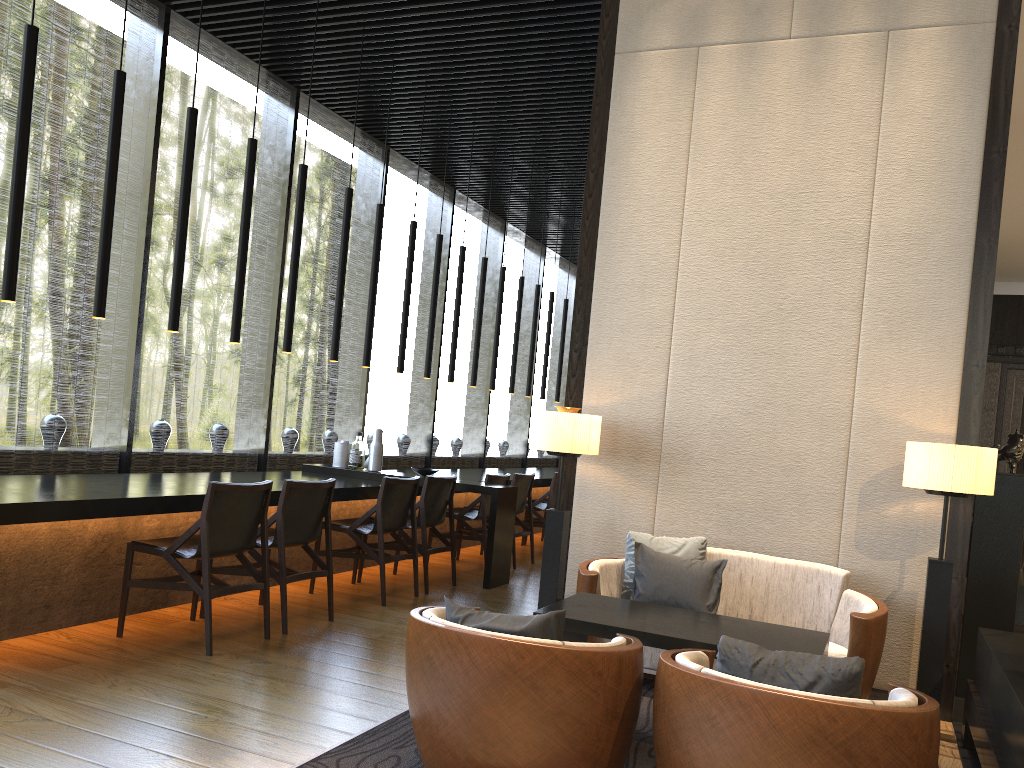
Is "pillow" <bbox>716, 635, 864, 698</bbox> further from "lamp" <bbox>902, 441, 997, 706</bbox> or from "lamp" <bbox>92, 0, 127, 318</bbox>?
"lamp" <bbox>92, 0, 127, 318</bbox>

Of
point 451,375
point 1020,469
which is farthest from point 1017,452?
point 1020,469

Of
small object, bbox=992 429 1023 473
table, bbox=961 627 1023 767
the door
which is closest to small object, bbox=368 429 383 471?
small object, bbox=992 429 1023 473

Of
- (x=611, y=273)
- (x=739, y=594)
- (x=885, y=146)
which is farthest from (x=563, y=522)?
(x=885, y=146)

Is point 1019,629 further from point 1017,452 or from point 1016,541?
point 1017,452

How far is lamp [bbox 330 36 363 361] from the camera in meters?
6.5

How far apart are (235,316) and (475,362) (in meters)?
3.43

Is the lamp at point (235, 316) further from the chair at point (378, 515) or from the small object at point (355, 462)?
the small object at point (355, 462)

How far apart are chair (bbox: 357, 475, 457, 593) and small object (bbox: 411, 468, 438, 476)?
0.4m

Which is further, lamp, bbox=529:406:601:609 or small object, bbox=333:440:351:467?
small object, bbox=333:440:351:467
